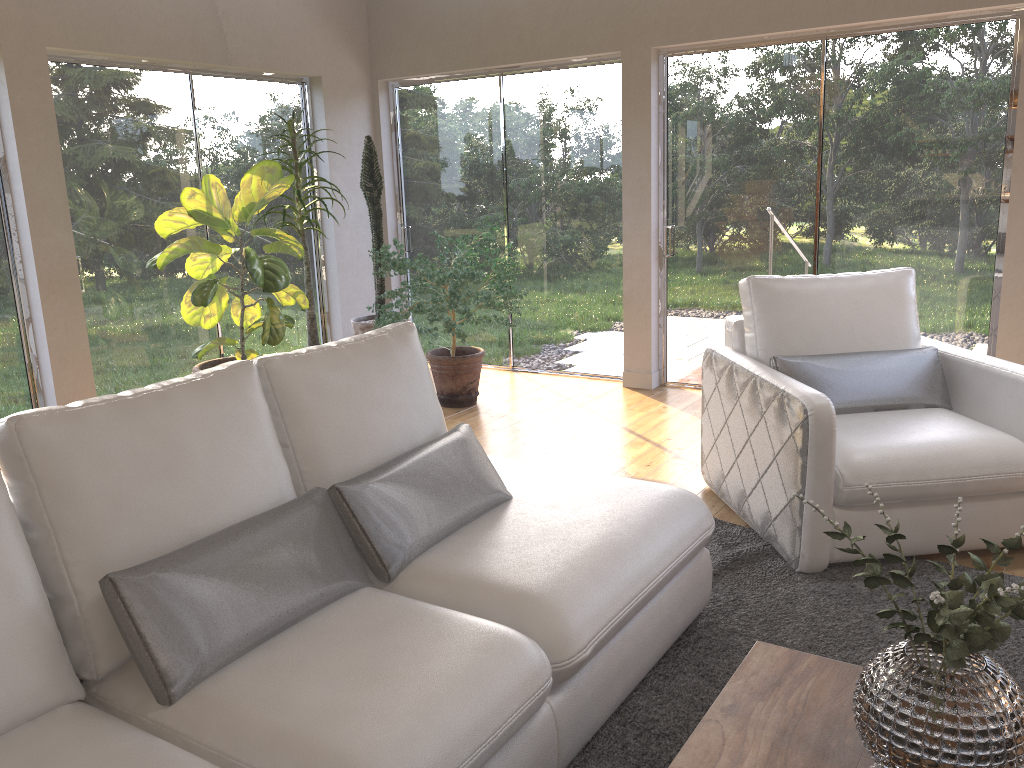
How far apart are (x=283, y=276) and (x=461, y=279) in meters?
1.0

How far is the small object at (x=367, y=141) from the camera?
5.8m

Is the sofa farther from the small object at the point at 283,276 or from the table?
the small object at the point at 283,276

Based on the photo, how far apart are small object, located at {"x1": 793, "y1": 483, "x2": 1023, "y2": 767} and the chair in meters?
1.3 m

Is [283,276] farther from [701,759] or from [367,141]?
[701,759]

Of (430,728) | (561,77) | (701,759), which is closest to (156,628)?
(430,728)

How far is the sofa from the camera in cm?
160

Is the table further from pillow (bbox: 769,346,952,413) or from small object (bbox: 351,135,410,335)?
small object (bbox: 351,135,410,335)

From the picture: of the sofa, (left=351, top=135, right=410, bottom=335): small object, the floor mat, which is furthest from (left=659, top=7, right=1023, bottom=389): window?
the sofa

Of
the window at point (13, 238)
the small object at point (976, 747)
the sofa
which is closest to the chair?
the sofa
